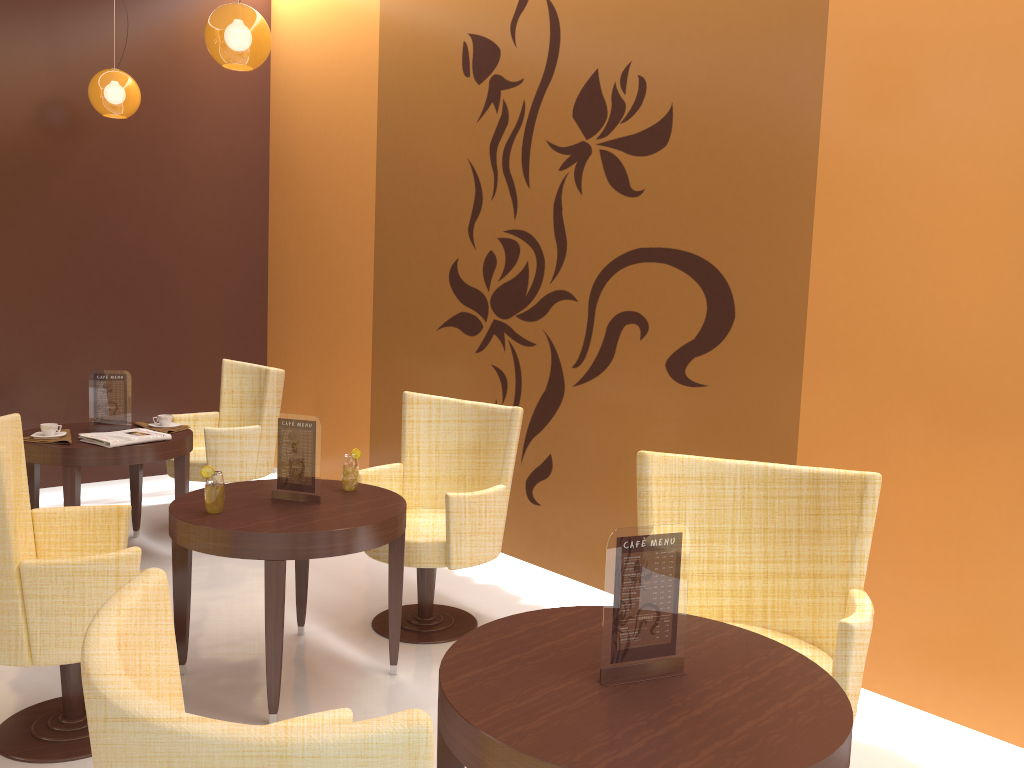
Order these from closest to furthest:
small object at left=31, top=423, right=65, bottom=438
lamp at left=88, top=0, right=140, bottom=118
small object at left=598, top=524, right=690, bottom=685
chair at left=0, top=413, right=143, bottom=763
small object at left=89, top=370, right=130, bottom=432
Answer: small object at left=598, top=524, right=690, bottom=685
chair at left=0, top=413, right=143, bottom=763
small object at left=31, top=423, right=65, bottom=438
small object at left=89, top=370, right=130, bottom=432
lamp at left=88, top=0, right=140, bottom=118

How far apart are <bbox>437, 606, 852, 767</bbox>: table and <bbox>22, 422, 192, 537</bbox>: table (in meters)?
2.88

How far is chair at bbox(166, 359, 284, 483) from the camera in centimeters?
511cm

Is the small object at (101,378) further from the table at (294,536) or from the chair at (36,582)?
the chair at (36,582)

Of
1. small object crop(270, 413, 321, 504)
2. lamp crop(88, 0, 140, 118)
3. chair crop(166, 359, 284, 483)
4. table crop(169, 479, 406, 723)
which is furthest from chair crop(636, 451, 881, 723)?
lamp crop(88, 0, 140, 118)

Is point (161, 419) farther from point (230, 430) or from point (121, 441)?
point (121, 441)

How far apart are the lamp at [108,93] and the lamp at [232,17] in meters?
1.5

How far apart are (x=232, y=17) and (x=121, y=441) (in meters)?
2.08

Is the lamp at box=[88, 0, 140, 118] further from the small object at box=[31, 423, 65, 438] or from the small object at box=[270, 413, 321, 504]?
the small object at box=[270, 413, 321, 504]

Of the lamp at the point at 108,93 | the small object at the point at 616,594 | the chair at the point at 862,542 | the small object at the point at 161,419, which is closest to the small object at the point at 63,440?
the small object at the point at 161,419
